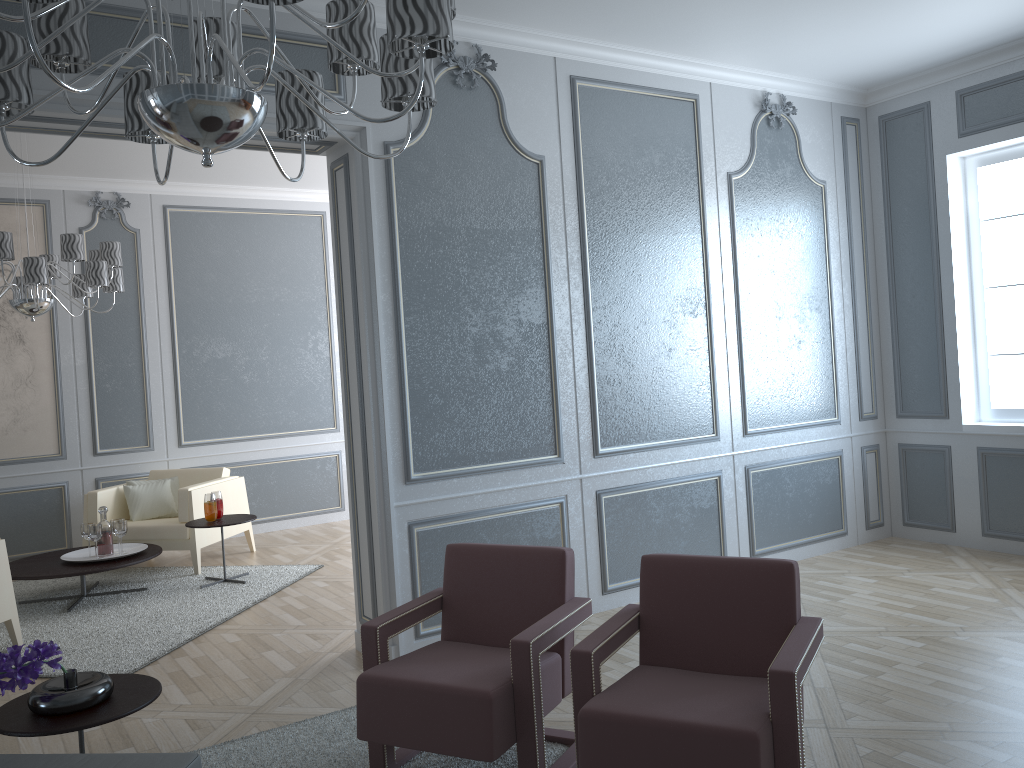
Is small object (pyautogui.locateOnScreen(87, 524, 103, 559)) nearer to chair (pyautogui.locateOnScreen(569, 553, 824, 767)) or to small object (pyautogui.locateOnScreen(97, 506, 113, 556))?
small object (pyautogui.locateOnScreen(97, 506, 113, 556))

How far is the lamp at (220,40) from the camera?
1.52m

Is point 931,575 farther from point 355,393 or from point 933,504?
point 355,393

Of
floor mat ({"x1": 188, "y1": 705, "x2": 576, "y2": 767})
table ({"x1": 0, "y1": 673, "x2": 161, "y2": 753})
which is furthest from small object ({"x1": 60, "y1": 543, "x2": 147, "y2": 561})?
table ({"x1": 0, "y1": 673, "x2": 161, "y2": 753})

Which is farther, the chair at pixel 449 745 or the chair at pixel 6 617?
the chair at pixel 6 617

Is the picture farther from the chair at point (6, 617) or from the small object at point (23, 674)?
the small object at point (23, 674)

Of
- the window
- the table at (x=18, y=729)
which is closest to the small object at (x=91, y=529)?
the table at (x=18, y=729)

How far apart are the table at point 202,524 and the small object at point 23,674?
2.8m

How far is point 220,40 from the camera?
1.52m

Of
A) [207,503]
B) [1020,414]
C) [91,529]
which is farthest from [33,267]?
[1020,414]
